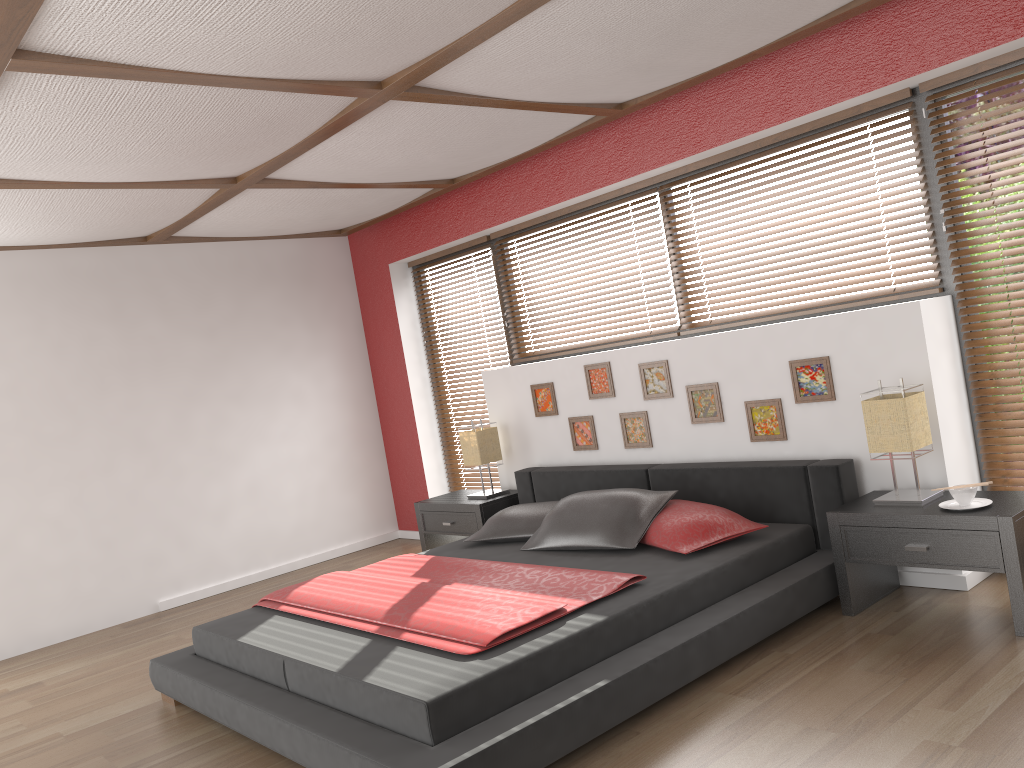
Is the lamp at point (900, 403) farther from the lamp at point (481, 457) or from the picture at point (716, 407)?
the lamp at point (481, 457)

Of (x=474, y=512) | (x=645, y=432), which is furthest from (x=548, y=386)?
(x=474, y=512)

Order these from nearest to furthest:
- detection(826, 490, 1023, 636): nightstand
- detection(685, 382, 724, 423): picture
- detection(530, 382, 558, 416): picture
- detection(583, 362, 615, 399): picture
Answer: detection(826, 490, 1023, 636): nightstand
detection(685, 382, 724, 423): picture
detection(583, 362, 615, 399): picture
detection(530, 382, 558, 416): picture

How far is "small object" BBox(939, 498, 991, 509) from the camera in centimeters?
326cm

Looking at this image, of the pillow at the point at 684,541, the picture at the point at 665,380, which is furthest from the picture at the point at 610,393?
the pillow at the point at 684,541

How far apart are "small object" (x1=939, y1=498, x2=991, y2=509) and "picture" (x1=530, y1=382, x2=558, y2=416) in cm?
244

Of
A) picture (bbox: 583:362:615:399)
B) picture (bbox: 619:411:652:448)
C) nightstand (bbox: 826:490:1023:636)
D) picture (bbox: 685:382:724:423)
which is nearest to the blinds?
nightstand (bbox: 826:490:1023:636)

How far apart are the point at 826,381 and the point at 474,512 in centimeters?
228cm

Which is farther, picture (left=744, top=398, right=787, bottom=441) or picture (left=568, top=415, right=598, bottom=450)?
picture (left=568, top=415, right=598, bottom=450)

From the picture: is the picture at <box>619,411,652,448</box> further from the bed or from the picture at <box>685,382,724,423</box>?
the picture at <box>685,382,724,423</box>
